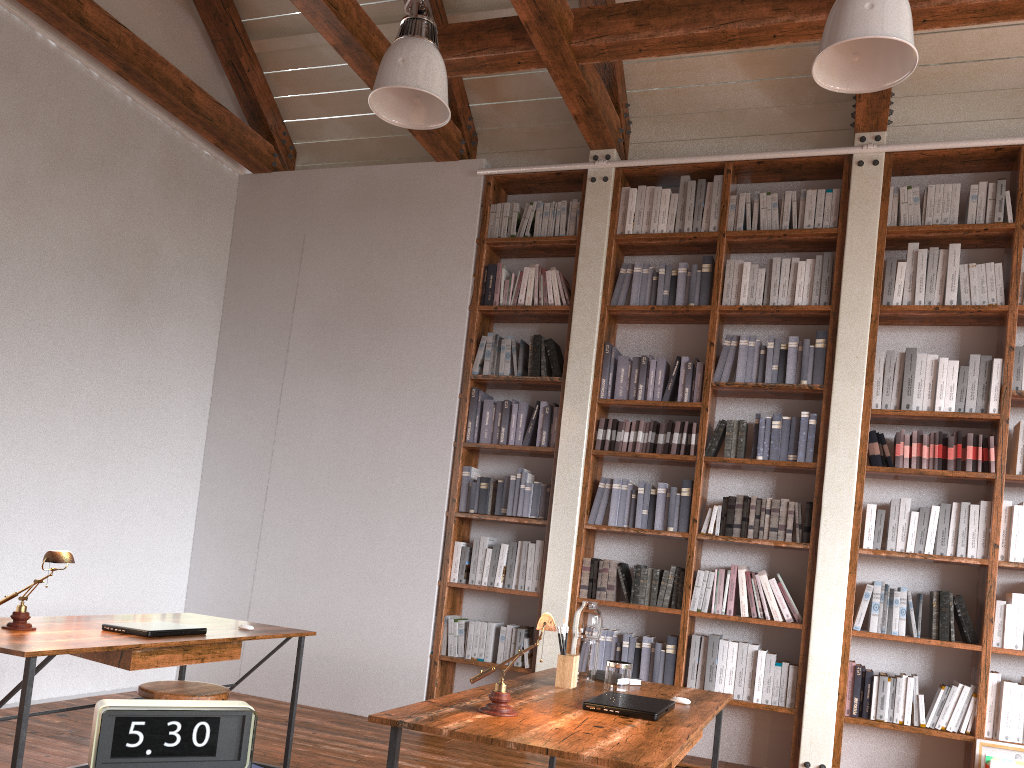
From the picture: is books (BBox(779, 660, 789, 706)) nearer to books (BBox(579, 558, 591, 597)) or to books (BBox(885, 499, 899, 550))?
books (BBox(885, 499, 899, 550))

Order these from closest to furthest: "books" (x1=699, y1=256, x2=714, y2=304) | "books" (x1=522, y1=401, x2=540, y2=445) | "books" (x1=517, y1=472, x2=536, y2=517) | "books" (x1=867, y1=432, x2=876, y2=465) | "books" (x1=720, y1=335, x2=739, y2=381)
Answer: "books" (x1=867, y1=432, x2=876, y2=465)
"books" (x1=720, y1=335, x2=739, y2=381)
"books" (x1=699, y1=256, x2=714, y2=304)
"books" (x1=517, y1=472, x2=536, y2=517)
"books" (x1=522, y1=401, x2=540, y2=445)

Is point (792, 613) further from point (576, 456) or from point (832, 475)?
point (576, 456)

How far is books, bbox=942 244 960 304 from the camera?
4.7m

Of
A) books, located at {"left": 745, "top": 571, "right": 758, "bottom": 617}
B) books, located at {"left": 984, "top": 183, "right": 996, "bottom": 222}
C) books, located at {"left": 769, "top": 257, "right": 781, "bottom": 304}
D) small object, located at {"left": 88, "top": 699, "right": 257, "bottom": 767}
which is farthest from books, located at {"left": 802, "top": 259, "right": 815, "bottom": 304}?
small object, located at {"left": 88, "top": 699, "right": 257, "bottom": 767}

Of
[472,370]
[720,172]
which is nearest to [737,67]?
[720,172]

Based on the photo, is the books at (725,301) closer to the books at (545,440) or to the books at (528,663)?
the books at (545,440)

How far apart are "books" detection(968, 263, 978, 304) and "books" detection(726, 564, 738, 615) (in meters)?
1.89

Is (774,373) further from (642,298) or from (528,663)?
(528,663)

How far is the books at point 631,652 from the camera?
4.87m
